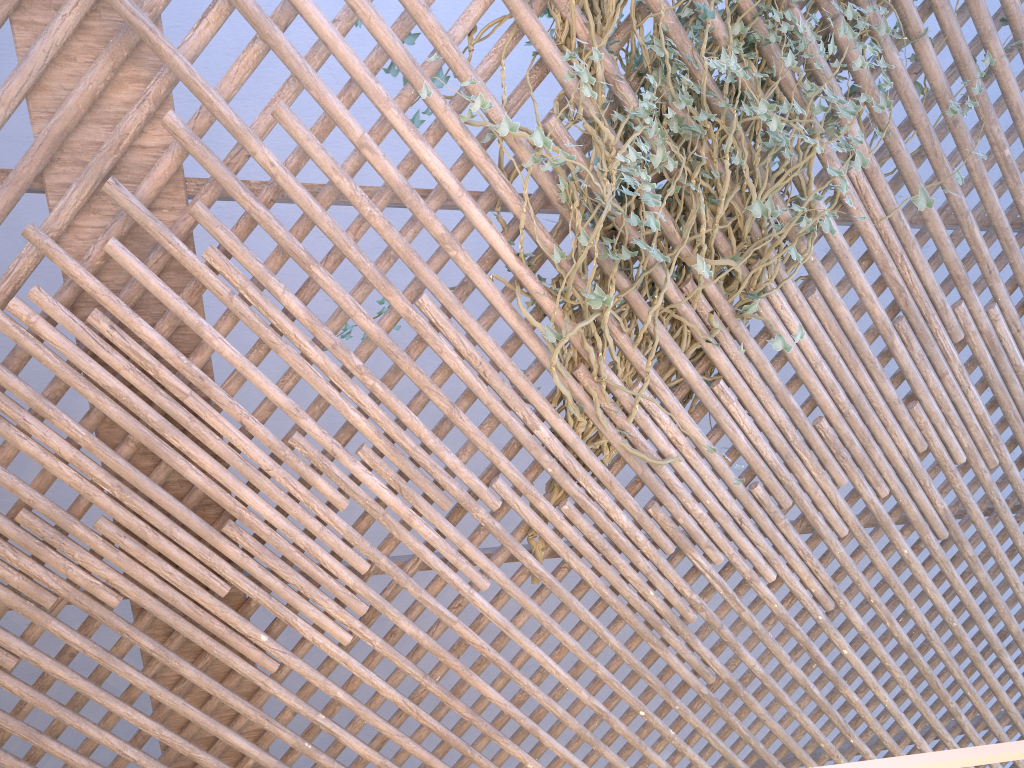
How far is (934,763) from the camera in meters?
0.6

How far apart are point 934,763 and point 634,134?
1.6 meters

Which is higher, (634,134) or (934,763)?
(634,134)

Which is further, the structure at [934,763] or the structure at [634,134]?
the structure at [634,134]

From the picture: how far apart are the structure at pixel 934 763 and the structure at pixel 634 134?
1.27m

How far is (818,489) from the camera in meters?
2.3 m

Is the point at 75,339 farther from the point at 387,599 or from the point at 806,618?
the point at 806,618

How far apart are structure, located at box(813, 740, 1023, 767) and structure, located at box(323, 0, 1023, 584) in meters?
1.3

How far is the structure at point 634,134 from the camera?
1.95m

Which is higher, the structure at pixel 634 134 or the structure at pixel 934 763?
the structure at pixel 634 134
